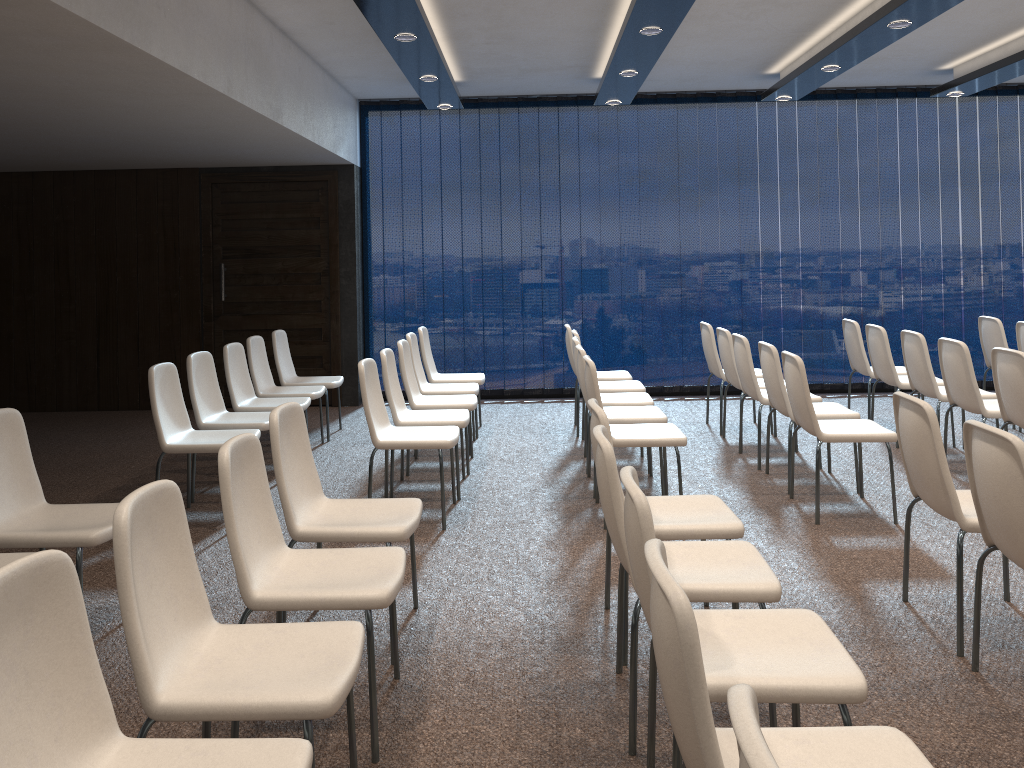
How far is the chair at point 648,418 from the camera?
5.44m

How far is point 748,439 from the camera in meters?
7.0

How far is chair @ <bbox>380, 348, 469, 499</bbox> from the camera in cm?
547

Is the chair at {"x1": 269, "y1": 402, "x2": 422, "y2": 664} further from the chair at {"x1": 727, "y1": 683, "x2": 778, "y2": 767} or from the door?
the door

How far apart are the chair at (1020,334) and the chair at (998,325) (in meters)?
0.24

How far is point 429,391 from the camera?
6.71m

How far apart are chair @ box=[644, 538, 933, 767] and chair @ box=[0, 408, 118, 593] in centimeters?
245cm

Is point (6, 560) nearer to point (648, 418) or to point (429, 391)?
point (648, 418)

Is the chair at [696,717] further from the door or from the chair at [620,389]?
the door

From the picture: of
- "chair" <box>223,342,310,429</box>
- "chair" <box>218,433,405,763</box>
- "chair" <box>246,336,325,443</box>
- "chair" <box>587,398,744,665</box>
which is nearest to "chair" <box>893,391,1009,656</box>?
"chair" <box>587,398,744,665</box>
